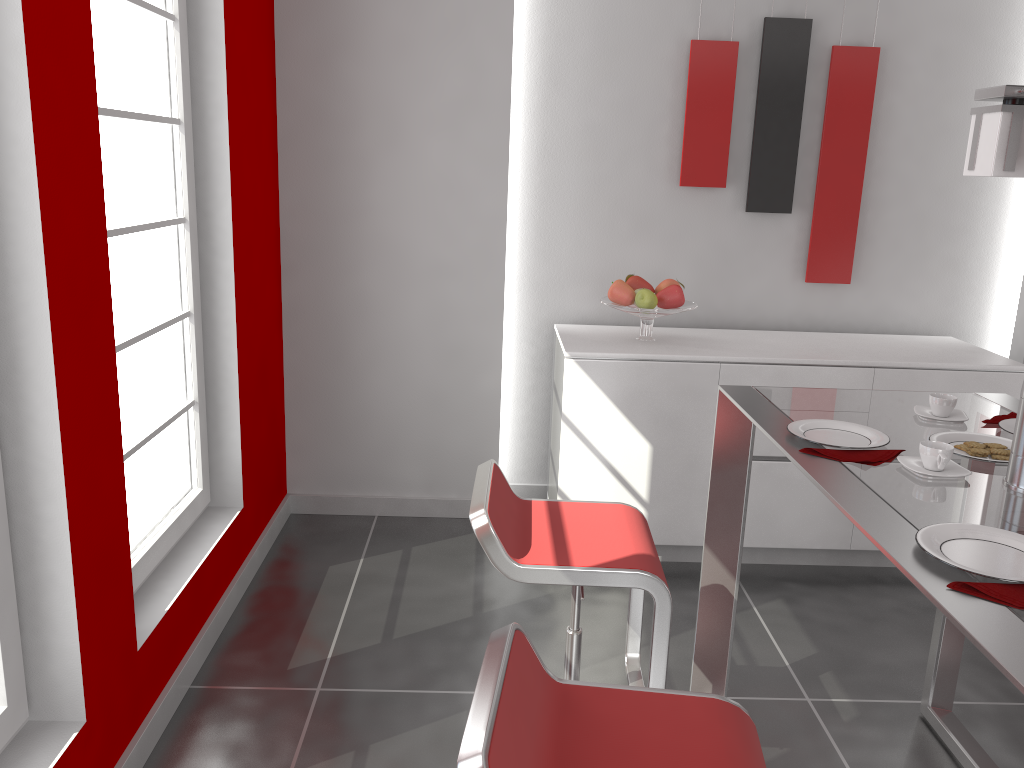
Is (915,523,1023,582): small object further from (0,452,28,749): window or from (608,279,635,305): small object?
(608,279,635,305): small object

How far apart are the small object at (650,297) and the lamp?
1.8 meters

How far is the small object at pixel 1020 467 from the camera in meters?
1.7 m

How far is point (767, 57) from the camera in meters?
3.7

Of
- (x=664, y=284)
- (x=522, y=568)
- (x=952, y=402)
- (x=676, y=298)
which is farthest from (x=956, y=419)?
(x=664, y=284)

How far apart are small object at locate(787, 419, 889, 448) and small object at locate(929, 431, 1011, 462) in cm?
11

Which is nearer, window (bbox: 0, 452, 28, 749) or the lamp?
the lamp

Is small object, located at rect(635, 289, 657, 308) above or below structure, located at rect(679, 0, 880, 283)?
below

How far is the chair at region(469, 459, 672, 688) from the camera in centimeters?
188cm

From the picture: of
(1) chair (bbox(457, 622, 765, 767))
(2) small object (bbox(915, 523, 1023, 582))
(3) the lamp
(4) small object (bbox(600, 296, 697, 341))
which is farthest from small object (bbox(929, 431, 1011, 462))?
(4) small object (bbox(600, 296, 697, 341))
